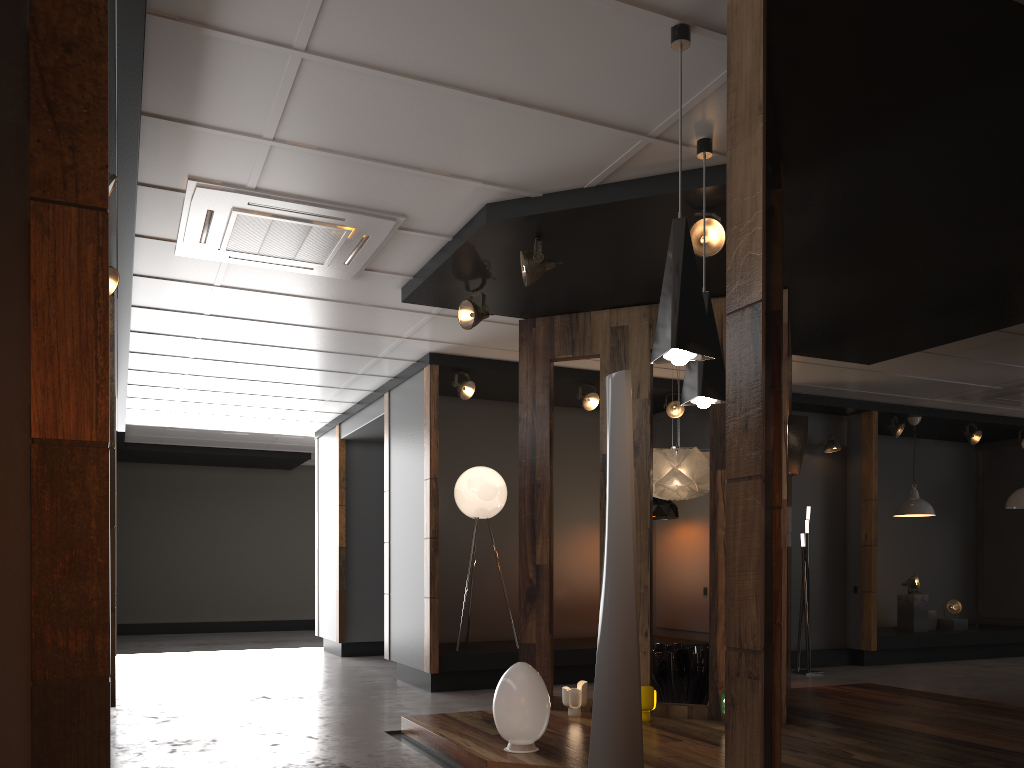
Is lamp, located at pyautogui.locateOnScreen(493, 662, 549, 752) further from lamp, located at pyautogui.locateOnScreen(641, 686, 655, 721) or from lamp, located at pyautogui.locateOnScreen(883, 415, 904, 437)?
lamp, located at pyautogui.locateOnScreen(883, 415, 904, 437)

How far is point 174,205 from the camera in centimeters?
478cm

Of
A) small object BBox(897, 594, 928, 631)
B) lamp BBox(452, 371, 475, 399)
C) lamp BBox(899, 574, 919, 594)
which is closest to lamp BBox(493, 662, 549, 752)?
lamp BBox(452, 371, 475, 399)

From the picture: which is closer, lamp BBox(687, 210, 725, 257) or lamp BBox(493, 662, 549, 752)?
lamp BBox(493, 662, 549, 752)

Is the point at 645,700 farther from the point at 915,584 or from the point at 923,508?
the point at 915,584

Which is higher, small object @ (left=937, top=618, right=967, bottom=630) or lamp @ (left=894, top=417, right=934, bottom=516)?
lamp @ (left=894, top=417, right=934, bottom=516)

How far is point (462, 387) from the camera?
7.9m

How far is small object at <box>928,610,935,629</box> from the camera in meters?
10.6

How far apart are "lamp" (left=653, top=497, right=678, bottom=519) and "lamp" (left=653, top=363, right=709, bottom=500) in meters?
Result: 2.2

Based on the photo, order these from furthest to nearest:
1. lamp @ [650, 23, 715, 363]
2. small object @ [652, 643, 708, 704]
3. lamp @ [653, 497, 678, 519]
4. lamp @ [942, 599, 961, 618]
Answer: lamp @ [942, 599, 961, 618]
lamp @ [653, 497, 678, 519]
small object @ [652, 643, 708, 704]
lamp @ [650, 23, 715, 363]
